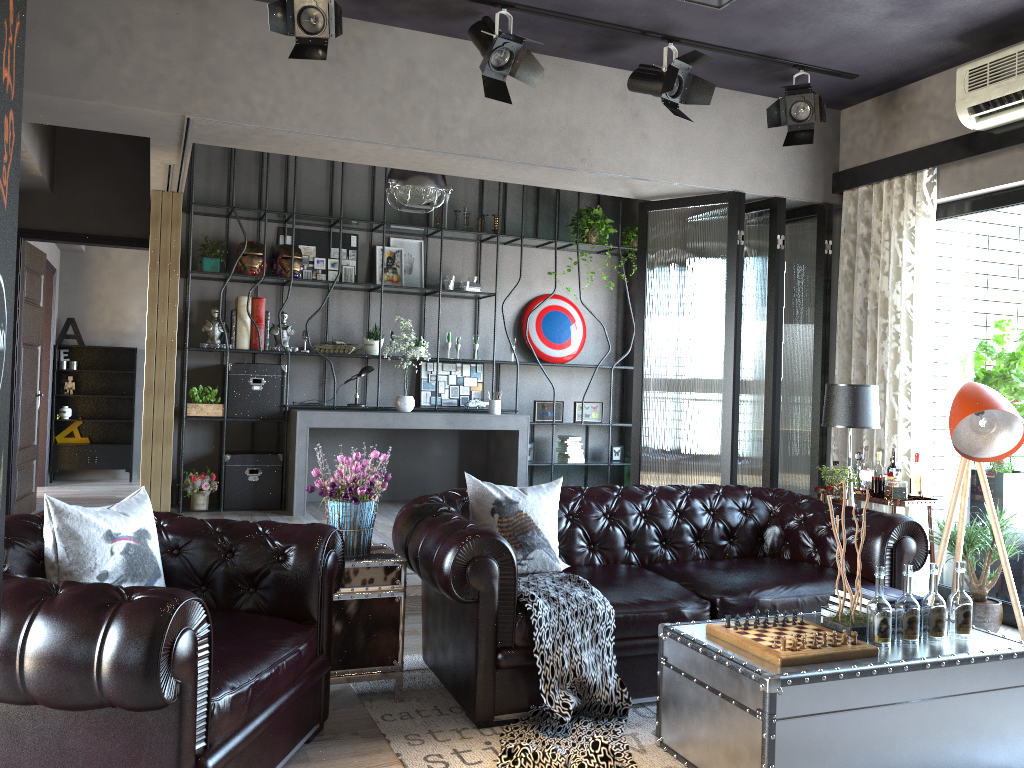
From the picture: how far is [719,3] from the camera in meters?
3.2 m

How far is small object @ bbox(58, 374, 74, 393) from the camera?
10.9 meters

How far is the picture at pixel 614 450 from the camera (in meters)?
9.22

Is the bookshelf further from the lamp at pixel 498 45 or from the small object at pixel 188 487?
the lamp at pixel 498 45

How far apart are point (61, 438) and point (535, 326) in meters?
6.3

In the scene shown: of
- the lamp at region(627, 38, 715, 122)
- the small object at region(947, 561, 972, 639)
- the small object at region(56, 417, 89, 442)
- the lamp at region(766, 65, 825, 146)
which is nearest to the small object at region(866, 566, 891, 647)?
the small object at region(947, 561, 972, 639)

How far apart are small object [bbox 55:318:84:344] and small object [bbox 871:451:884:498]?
9.4 meters

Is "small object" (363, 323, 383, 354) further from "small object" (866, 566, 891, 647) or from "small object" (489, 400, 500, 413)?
"small object" (866, 566, 891, 647)

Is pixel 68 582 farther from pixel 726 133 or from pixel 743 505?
pixel 726 133

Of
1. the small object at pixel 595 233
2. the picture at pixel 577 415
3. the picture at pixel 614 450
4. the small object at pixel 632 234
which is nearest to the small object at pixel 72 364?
the picture at pixel 577 415
